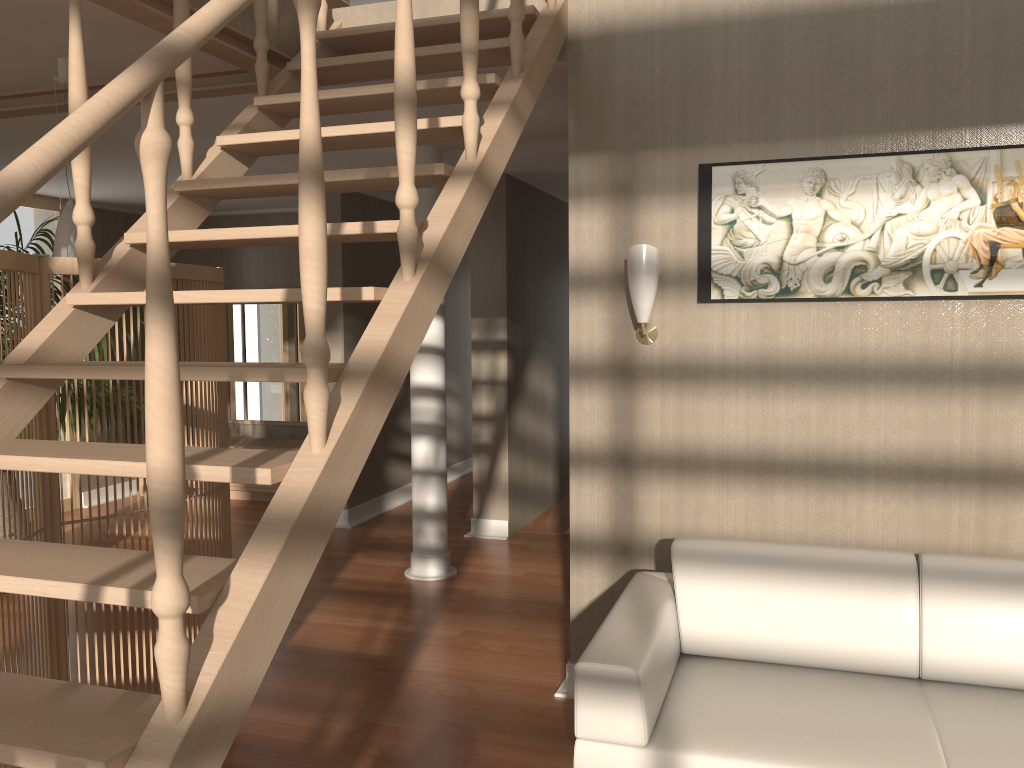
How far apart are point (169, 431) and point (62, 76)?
2.8m

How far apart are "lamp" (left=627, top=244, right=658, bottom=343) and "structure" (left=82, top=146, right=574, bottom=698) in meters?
1.3

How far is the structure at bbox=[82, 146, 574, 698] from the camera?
4.9 meters

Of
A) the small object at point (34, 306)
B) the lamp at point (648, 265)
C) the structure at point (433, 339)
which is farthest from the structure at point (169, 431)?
the structure at point (433, 339)

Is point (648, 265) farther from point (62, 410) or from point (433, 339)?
point (62, 410)

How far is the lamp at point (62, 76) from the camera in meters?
3.4 m

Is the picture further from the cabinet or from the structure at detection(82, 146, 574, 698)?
the cabinet

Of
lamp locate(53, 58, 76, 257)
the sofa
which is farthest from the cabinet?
the sofa

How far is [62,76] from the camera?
3.4 meters

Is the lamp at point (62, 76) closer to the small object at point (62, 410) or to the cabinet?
the small object at point (62, 410)
